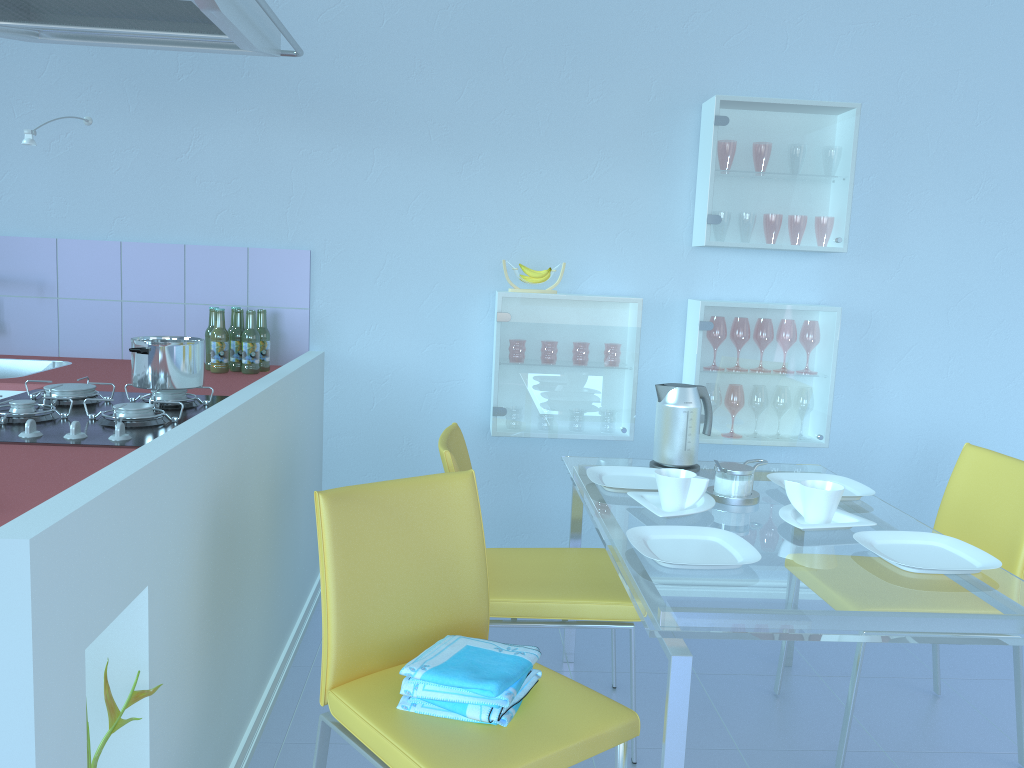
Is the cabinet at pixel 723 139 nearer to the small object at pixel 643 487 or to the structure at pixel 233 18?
the small object at pixel 643 487

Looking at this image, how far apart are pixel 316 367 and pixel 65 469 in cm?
133

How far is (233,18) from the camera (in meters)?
1.71

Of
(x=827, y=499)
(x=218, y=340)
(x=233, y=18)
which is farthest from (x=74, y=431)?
(x=827, y=499)

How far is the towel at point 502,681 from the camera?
1.42m

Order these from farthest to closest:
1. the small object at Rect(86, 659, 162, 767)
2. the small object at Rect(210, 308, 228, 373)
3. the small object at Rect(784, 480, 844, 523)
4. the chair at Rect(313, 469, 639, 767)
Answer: the small object at Rect(210, 308, 228, 373) < the small object at Rect(784, 480, 844, 523) < the chair at Rect(313, 469, 639, 767) < the small object at Rect(86, 659, 162, 767)

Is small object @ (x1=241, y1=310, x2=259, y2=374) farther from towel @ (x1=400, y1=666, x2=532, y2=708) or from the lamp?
towel @ (x1=400, y1=666, x2=532, y2=708)

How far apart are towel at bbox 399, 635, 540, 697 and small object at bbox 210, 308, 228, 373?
1.3m

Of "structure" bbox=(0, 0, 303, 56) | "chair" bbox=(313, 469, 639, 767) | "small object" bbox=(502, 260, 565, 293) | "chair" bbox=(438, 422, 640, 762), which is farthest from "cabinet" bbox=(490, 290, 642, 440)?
"chair" bbox=(313, 469, 639, 767)

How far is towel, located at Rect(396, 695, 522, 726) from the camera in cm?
142
